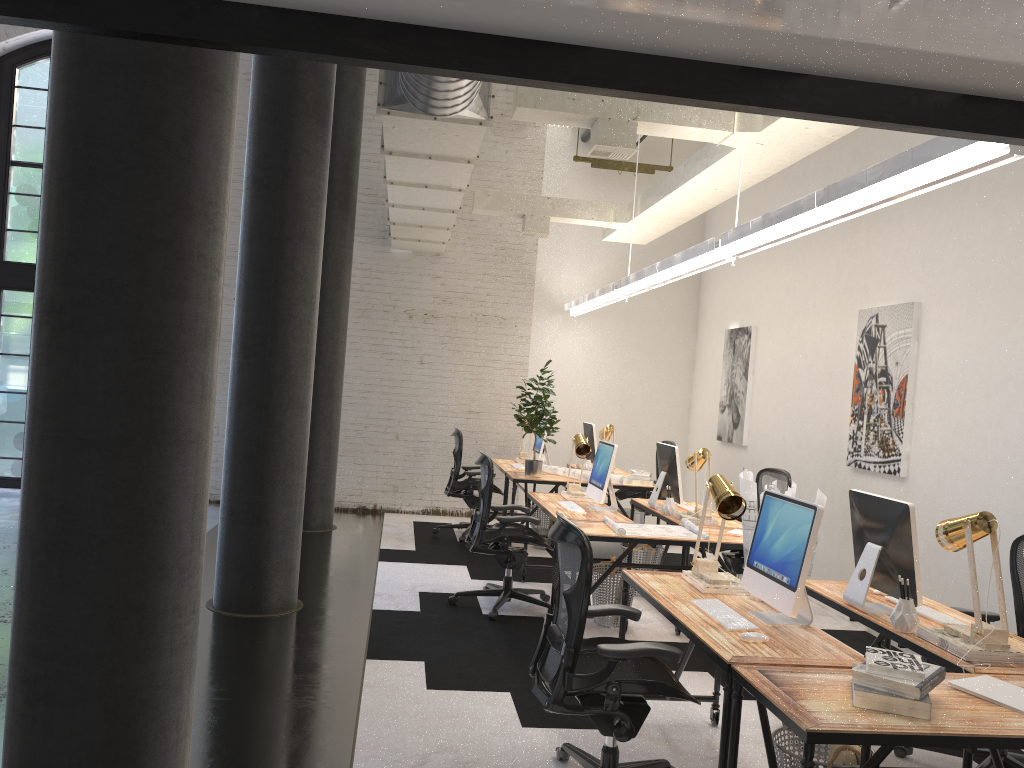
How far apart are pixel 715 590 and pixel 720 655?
0.9m

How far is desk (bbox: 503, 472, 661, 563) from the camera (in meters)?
7.82

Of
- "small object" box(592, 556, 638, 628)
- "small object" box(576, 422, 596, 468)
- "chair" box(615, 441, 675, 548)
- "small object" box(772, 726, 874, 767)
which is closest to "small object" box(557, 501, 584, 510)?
"small object" box(592, 556, 638, 628)

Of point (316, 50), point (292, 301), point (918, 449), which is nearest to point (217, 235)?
point (316, 50)

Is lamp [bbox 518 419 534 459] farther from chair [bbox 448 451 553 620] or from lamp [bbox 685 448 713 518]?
lamp [bbox 685 448 713 518]

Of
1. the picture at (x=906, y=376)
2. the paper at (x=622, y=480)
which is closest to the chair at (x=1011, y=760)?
the picture at (x=906, y=376)

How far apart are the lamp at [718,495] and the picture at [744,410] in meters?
4.9 m

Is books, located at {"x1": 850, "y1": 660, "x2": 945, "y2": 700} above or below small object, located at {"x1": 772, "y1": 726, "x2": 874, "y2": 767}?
above

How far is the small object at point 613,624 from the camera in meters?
5.9

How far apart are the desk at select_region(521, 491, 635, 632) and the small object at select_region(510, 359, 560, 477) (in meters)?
1.10
